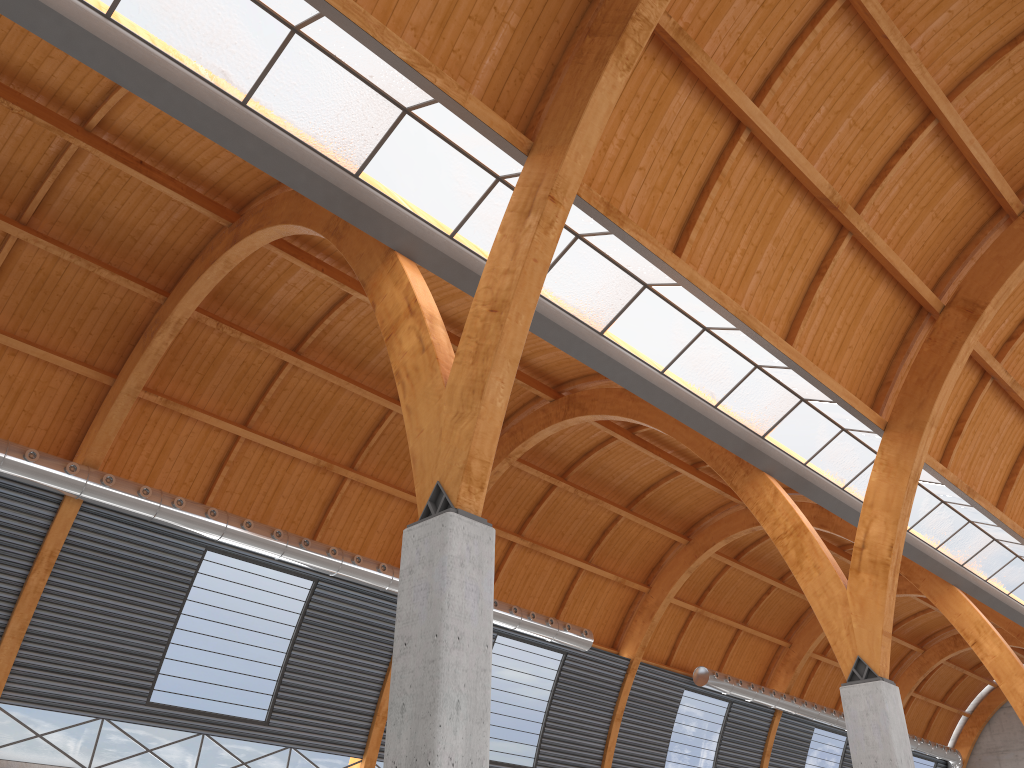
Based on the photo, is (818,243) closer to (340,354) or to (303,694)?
(340,354)

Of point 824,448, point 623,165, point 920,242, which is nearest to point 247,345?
point 623,165
